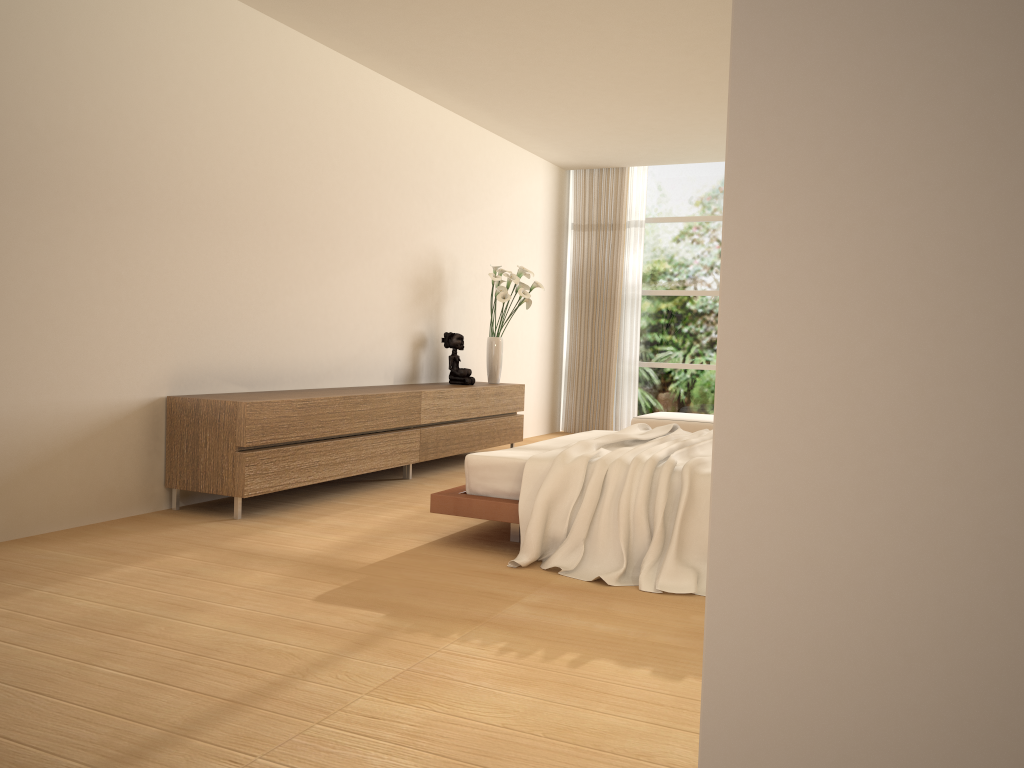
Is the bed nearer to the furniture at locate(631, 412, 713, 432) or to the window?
the furniture at locate(631, 412, 713, 432)

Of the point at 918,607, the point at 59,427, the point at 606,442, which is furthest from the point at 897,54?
the point at 59,427

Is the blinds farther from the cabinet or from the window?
the cabinet

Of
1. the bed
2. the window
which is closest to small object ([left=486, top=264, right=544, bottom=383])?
the bed

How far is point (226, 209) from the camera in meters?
5.5

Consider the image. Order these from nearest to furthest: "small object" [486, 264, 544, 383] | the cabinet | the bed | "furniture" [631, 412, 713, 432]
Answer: the bed
the cabinet
"small object" [486, 264, 544, 383]
"furniture" [631, 412, 713, 432]

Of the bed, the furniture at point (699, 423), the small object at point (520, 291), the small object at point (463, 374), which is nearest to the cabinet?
the small object at point (463, 374)

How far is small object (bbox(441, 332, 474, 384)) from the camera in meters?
7.6

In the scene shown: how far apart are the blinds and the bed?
4.16m

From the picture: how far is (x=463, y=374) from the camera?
7.6m
